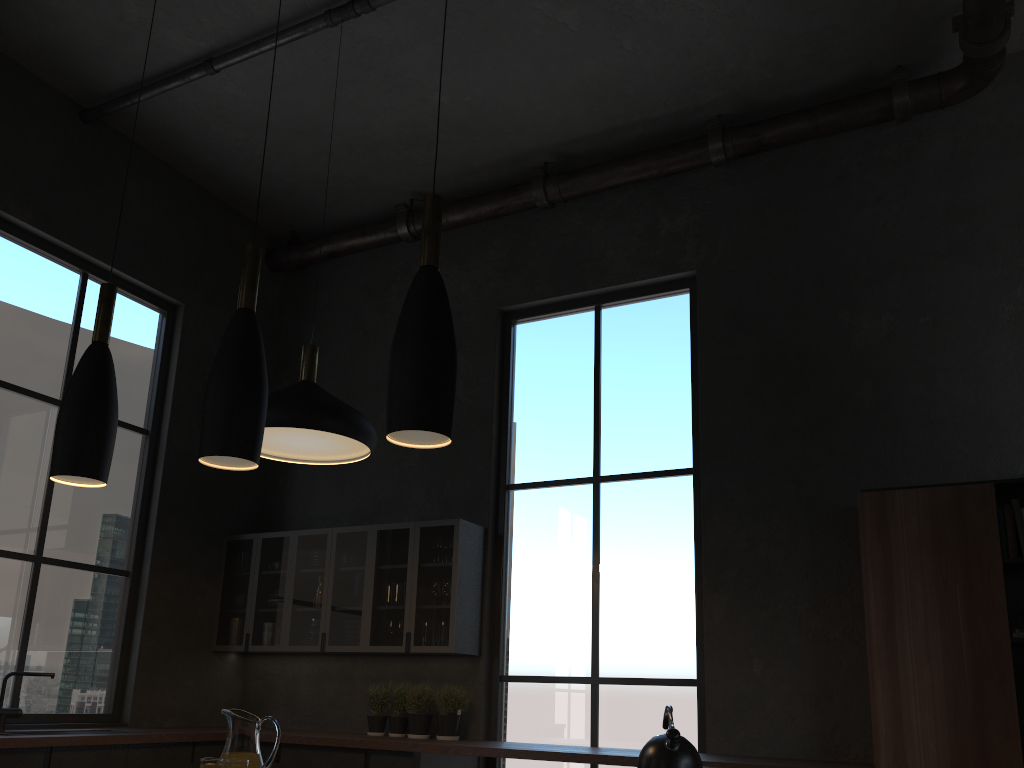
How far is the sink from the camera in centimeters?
485cm

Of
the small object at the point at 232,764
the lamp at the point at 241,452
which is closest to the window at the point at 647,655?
the small object at the point at 232,764

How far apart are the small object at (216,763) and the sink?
1.1 meters

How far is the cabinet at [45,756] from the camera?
4.5m

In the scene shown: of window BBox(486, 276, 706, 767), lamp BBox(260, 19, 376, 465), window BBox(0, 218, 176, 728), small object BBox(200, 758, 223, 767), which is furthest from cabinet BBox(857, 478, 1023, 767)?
window BBox(0, 218, 176, 728)

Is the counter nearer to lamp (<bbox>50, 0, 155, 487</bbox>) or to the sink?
the sink

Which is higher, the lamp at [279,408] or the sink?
the lamp at [279,408]

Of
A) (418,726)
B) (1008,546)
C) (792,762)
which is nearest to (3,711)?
(418,726)

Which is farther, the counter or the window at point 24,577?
the window at point 24,577

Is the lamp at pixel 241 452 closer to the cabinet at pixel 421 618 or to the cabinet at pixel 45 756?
the cabinet at pixel 45 756
